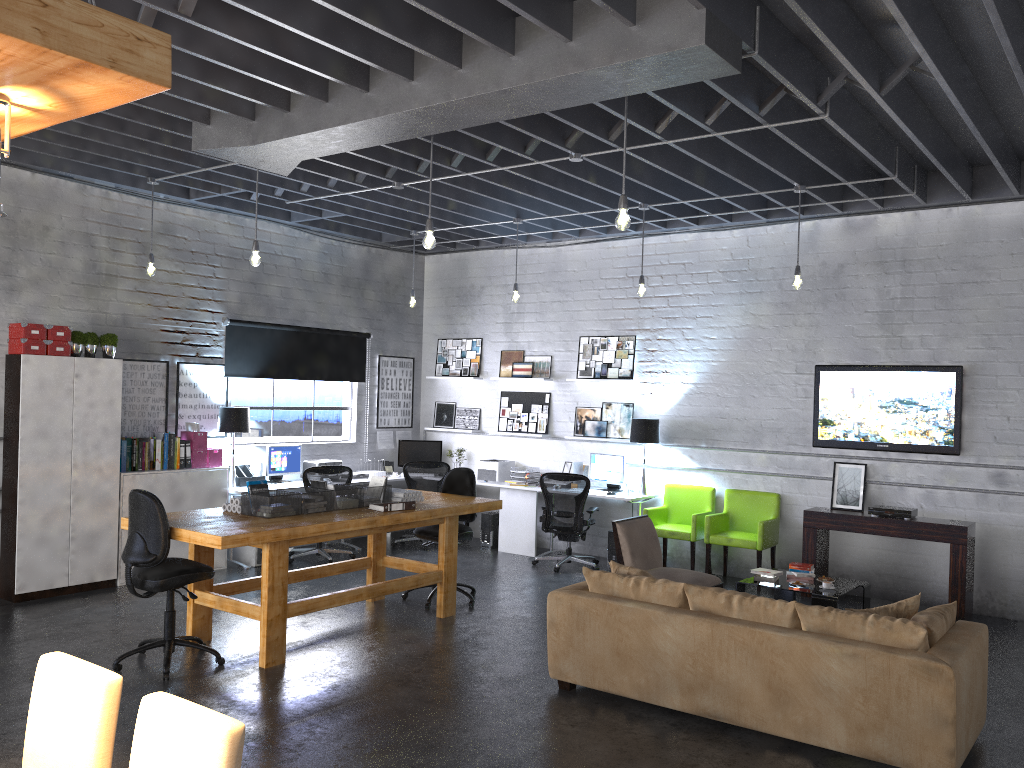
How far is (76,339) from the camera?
7.70m

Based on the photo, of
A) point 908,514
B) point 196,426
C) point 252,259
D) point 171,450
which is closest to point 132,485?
point 171,450

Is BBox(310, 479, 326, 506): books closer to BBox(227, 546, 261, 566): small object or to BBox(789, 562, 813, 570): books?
BBox(227, 546, 261, 566): small object

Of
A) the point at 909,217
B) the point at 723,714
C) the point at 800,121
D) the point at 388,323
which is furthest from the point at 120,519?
the point at 909,217

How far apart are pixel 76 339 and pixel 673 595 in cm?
561

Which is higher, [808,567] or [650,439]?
[650,439]

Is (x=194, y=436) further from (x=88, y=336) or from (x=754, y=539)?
(x=754, y=539)

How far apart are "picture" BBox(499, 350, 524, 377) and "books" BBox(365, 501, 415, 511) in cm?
438

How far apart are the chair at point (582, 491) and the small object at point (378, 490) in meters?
2.7 m

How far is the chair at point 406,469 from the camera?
10.3 meters
